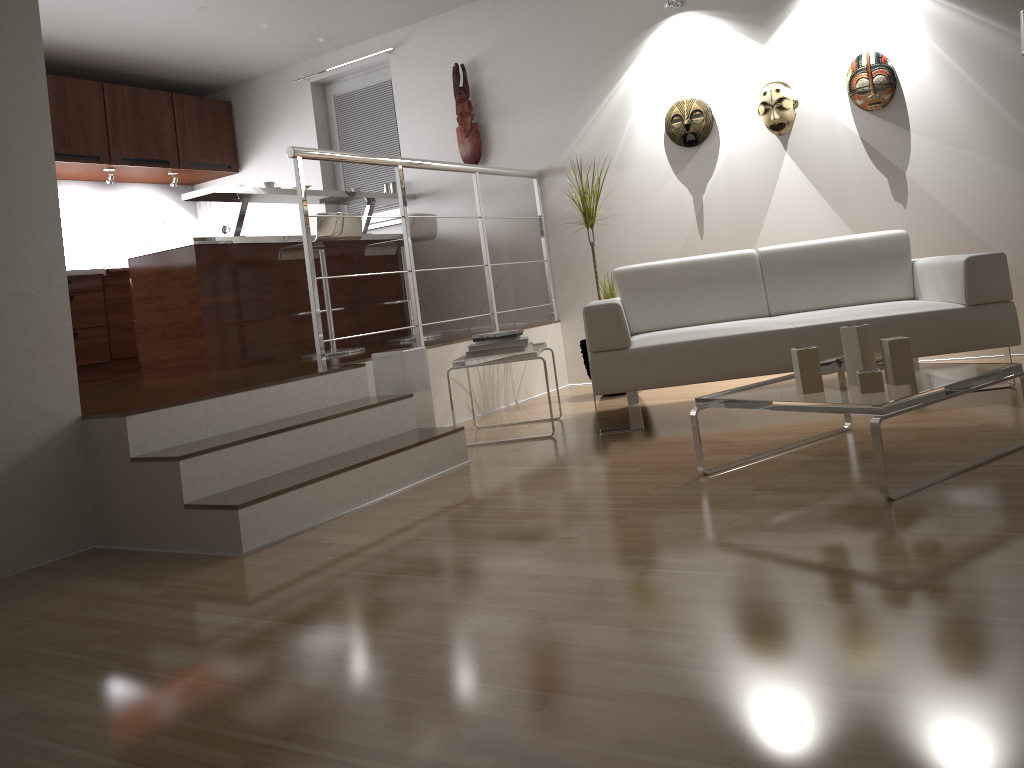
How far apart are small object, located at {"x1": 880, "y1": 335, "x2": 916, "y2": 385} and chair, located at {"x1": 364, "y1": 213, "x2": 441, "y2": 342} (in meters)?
3.72

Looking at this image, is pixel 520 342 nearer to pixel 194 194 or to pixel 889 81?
pixel 194 194

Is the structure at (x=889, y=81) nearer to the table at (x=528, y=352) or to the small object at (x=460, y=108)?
the table at (x=528, y=352)

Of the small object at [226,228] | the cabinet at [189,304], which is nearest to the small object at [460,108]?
the cabinet at [189,304]

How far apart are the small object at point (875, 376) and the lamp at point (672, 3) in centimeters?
336cm

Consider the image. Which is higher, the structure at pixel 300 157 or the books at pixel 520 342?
the structure at pixel 300 157

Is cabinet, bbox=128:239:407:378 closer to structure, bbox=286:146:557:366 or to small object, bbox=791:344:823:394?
structure, bbox=286:146:557:366

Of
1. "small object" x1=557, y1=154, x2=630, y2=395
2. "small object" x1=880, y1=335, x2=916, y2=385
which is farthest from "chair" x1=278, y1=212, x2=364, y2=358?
"small object" x1=880, y1=335, x2=916, y2=385

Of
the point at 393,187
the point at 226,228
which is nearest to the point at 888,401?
the point at 393,187

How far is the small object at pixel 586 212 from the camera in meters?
5.2 m
